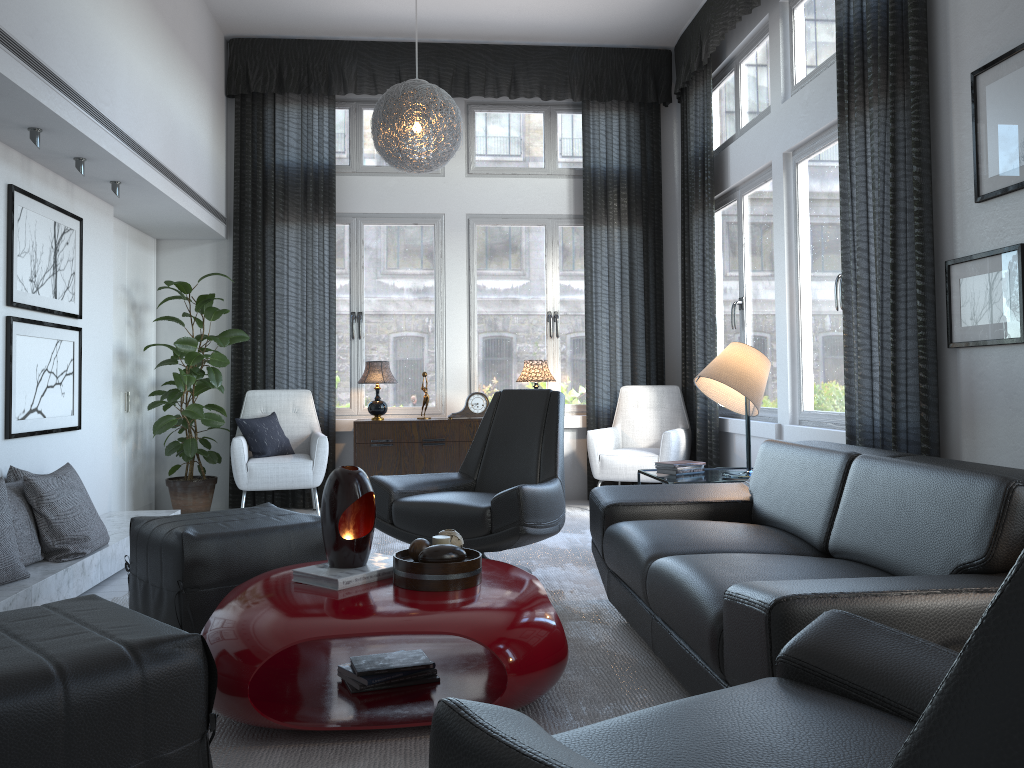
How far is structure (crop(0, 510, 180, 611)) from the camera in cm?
310

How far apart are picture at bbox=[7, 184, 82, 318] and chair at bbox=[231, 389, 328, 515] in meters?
1.3

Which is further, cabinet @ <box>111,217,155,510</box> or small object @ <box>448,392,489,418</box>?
small object @ <box>448,392,489,418</box>

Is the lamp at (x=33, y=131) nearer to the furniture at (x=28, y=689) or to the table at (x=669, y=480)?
the furniture at (x=28, y=689)

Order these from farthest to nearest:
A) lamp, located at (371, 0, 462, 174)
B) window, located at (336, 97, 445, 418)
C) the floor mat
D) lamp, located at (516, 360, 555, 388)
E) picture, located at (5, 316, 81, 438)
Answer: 1. window, located at (336, 97, 445, 418)
2. lamp, located at (516, 360, 555, 388)
3. lamp, located at (371, 0, 462, 174)
4. picture, located at (5, 316, 81, 438)
5. the floor mat

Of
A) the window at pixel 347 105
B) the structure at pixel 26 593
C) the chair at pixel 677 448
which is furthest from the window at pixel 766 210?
the structure at pixel 26 593

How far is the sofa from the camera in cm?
172

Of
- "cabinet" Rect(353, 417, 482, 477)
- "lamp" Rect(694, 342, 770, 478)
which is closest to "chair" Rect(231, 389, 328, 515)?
"cabinet" Rect(353, 417, 482, 477)

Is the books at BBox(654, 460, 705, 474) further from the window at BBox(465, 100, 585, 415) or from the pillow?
the pillow

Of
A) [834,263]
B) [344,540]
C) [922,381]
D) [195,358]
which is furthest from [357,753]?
[195,358]
